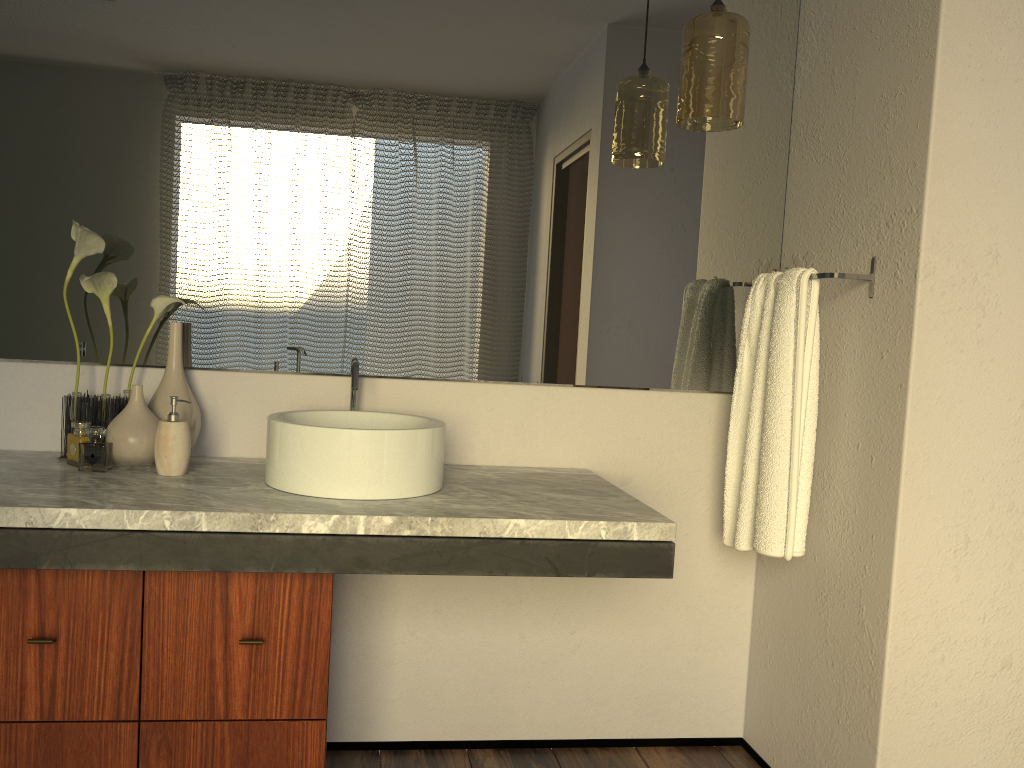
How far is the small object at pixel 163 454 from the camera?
1.72m

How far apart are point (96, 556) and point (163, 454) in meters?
0.3 m

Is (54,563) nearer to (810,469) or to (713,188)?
(810,469)

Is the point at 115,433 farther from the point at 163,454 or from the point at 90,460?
the point at 90,460

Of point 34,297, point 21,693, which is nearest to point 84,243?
point 34,297

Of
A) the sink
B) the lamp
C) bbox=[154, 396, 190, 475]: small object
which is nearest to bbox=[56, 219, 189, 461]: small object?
bbox=[154, 396, 190, 475]: small object

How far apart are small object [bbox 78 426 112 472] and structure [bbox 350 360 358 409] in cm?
52

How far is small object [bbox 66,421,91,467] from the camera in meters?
1.8 m

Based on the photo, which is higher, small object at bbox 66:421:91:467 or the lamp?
the lamp

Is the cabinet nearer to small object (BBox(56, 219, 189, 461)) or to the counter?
the counter
